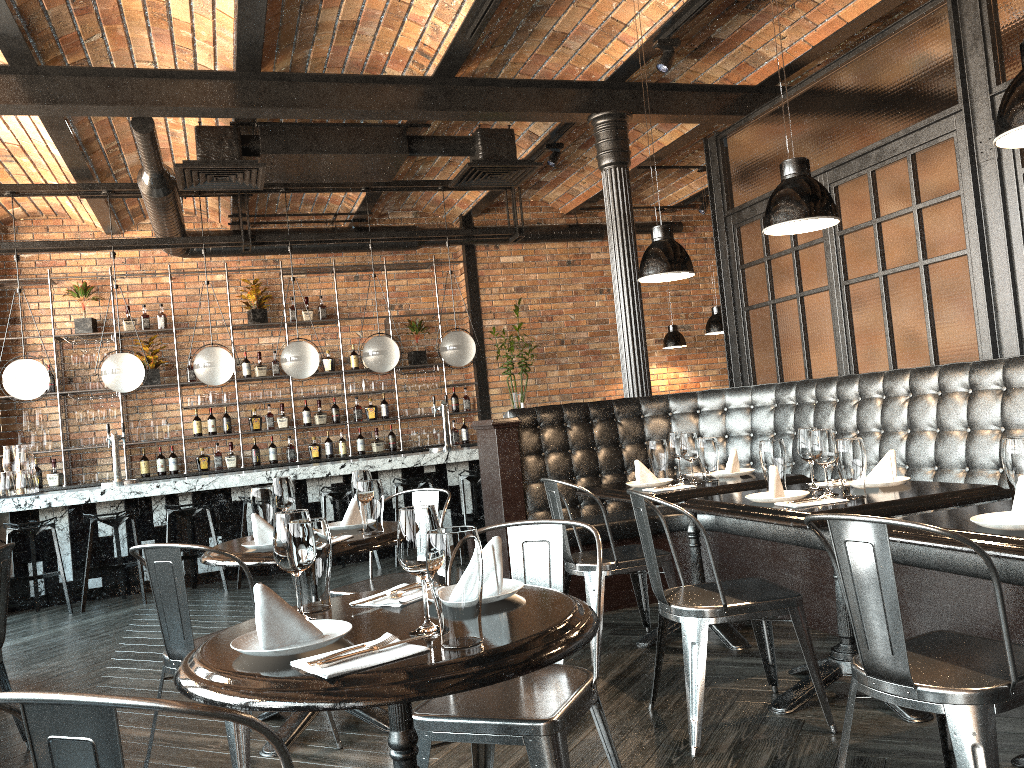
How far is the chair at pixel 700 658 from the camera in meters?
3.0

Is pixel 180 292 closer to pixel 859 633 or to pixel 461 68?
pixel 461 68

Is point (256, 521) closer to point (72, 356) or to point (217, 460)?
point (217, 460)

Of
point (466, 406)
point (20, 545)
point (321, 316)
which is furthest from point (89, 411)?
point (466, 406)

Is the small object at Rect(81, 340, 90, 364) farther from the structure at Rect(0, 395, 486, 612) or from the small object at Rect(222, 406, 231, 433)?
the structure at Rect(0, 395, 486, 612)

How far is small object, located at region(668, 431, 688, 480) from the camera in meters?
4.4 m

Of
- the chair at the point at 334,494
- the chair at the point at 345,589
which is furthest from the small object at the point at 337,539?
the chair at the point at 334,494

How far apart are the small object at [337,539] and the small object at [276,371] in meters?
6.5

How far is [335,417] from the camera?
9.7 meters

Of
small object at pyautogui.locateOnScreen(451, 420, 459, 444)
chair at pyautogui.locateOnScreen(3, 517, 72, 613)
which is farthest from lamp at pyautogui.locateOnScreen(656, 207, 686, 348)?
chair at pyautogui.locateOnScreen(3, 517, 72, 613)
